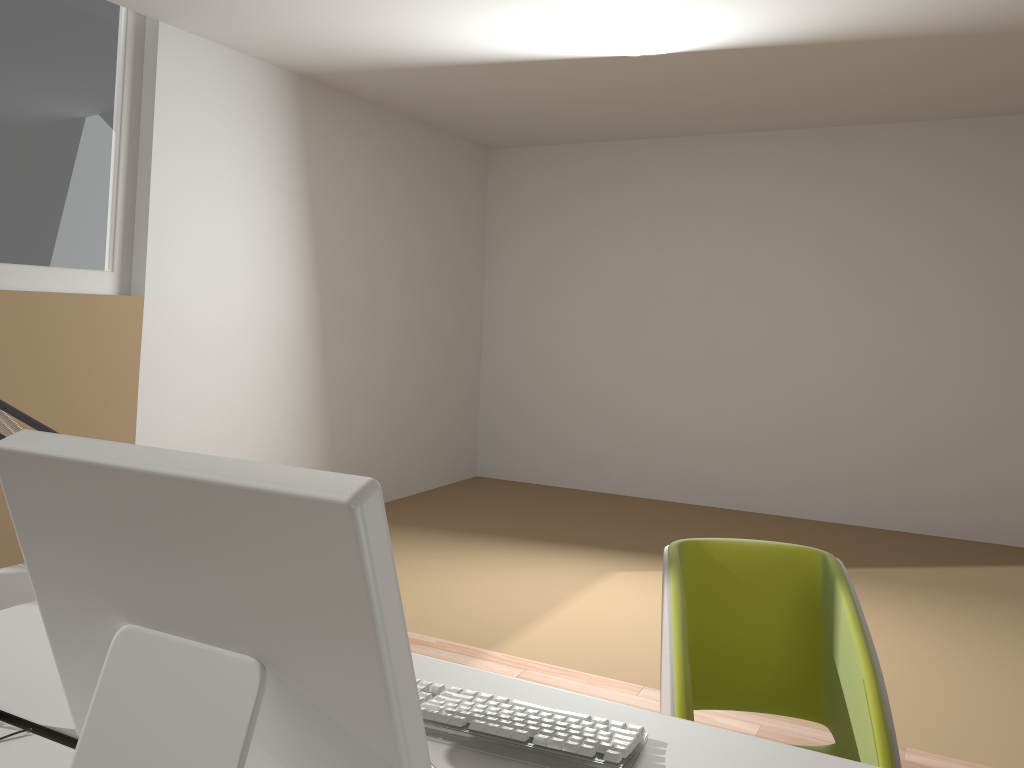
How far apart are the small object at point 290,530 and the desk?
0.14m

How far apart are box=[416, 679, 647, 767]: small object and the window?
3.1m

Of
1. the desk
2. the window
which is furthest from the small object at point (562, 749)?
the window

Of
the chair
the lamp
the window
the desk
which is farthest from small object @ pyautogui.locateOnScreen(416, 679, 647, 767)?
the window

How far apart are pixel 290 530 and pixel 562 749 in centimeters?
60cm

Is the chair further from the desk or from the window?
the window

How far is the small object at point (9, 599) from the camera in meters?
1.8 m

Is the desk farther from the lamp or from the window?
the window

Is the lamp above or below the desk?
above

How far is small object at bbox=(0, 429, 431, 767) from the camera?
0.75m
